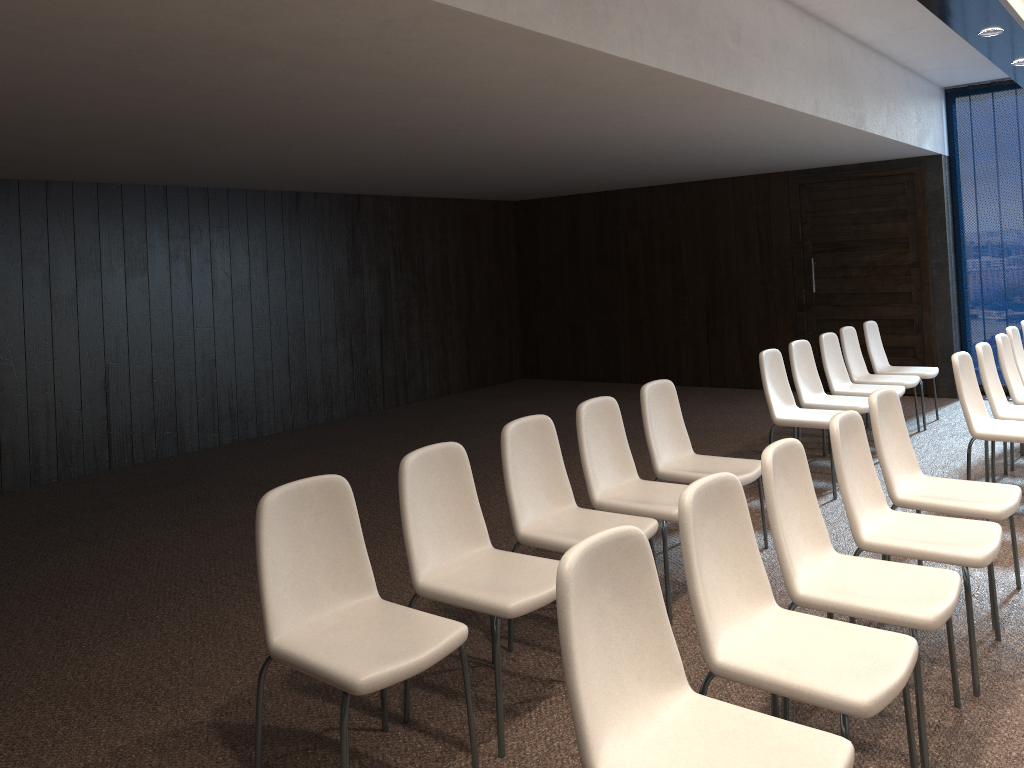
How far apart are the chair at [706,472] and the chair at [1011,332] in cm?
316

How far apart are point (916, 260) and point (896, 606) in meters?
7.1 m

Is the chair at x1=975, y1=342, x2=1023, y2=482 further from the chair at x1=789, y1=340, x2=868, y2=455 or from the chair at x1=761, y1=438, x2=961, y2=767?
the chair at x1=761, y1=438, x2=961, y2=767

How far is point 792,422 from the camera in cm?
575

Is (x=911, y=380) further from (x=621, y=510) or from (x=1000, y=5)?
(x=621, y=510)

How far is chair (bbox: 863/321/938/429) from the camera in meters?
7.6

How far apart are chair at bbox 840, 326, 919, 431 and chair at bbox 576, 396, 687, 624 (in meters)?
3.62

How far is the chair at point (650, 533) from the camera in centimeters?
→ 369cm

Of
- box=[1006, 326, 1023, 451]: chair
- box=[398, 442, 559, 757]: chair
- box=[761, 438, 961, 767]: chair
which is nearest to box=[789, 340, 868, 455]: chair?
box=[1006, 326, 1023, 451]: chair

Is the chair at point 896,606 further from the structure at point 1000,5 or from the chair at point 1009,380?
the chair at point 1009,380
